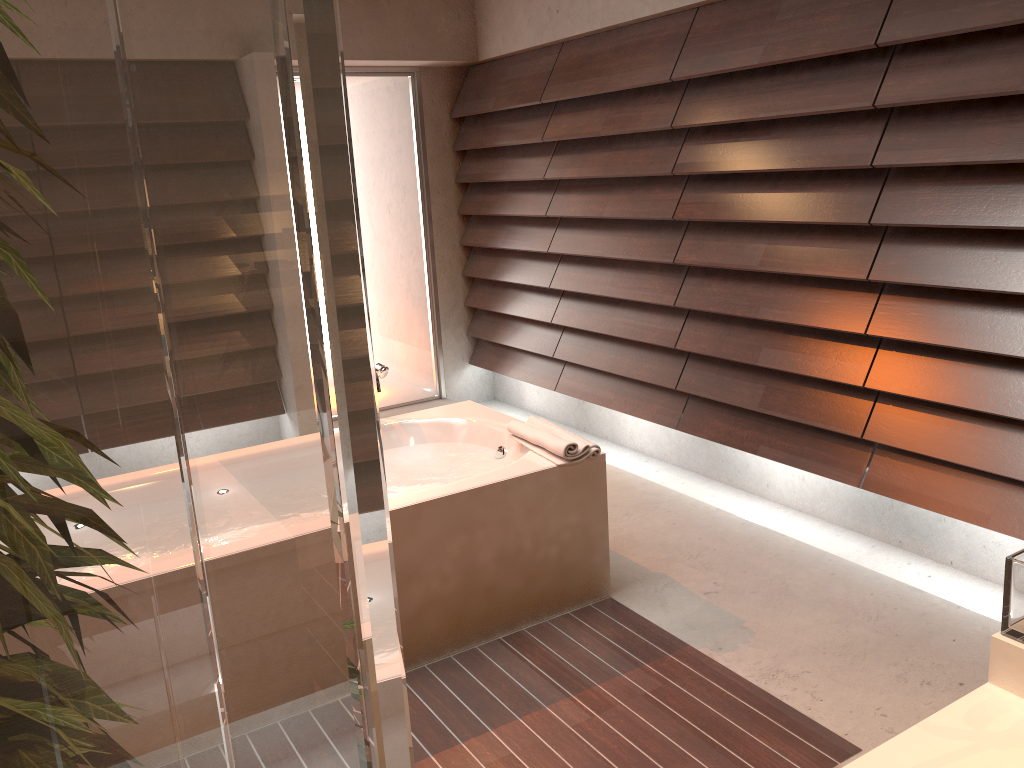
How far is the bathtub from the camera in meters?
2.6

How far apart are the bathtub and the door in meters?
2.0 m

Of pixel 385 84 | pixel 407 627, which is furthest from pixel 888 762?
pixel 385 84

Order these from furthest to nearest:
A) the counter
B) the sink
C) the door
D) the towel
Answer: the door → the towel → the sink → the counter

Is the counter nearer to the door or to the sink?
the sink

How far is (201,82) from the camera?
0.3m

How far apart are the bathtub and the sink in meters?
1.5

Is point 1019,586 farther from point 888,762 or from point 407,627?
point 407,627

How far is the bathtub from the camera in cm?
255

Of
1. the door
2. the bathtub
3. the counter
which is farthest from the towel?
the door
